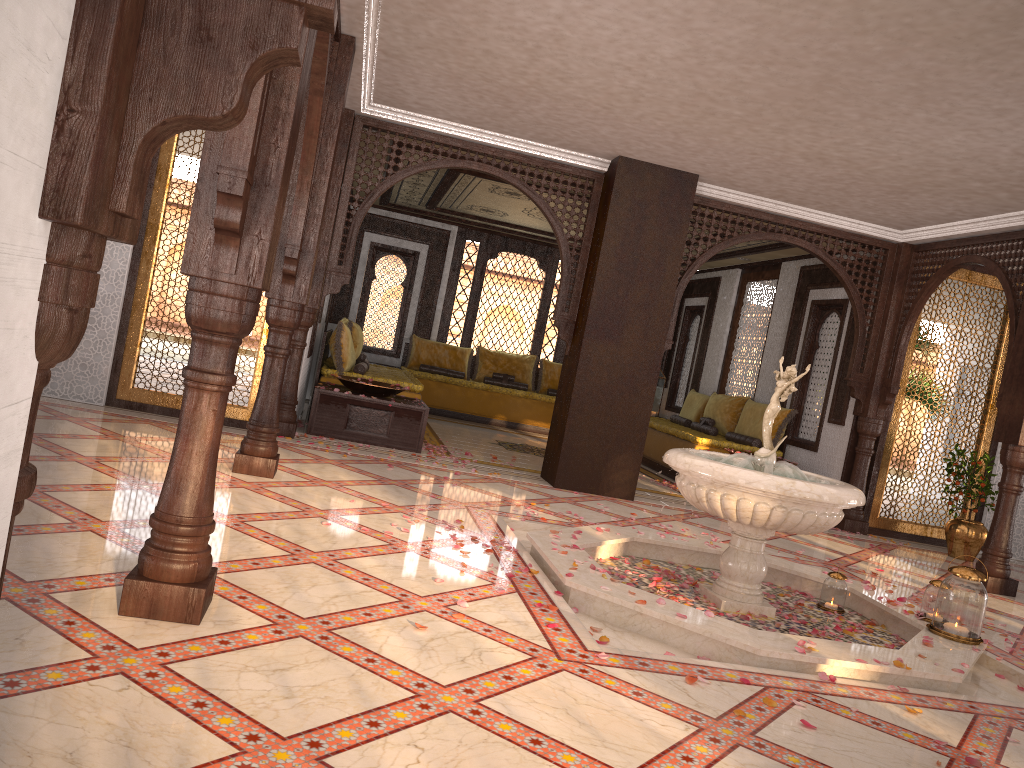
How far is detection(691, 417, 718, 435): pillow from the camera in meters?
10.8 m

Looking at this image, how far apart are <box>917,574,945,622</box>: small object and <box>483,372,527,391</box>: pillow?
8.7 meters

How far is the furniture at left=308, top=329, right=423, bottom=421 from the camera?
8.9m

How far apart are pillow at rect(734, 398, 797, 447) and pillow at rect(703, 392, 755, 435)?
0.2m

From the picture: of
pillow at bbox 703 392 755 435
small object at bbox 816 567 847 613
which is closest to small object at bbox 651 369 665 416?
pillow at bbox 703 392 755 435

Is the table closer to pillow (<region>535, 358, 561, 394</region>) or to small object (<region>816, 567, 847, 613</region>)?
small object (<region>816, 567, 847, 613</region>)

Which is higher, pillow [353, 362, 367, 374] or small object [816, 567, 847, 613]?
pillow [353, 362, 367, 374]

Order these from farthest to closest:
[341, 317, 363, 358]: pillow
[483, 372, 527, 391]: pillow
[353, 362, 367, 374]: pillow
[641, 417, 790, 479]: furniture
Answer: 1. [483, 372, 527, 391]: pillow
2. [341, 317, 363, 358]: pillow
3. [641, 417, 790, 479]: furniture
4. [353, 362, 367, 374]: pillow

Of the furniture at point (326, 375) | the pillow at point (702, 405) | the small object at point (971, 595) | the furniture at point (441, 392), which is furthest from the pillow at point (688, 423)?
the small object at point (971, 595)

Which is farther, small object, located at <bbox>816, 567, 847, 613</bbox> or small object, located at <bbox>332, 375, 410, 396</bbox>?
small object, located at <bbox>332, 375, 410, 396</bbox>
